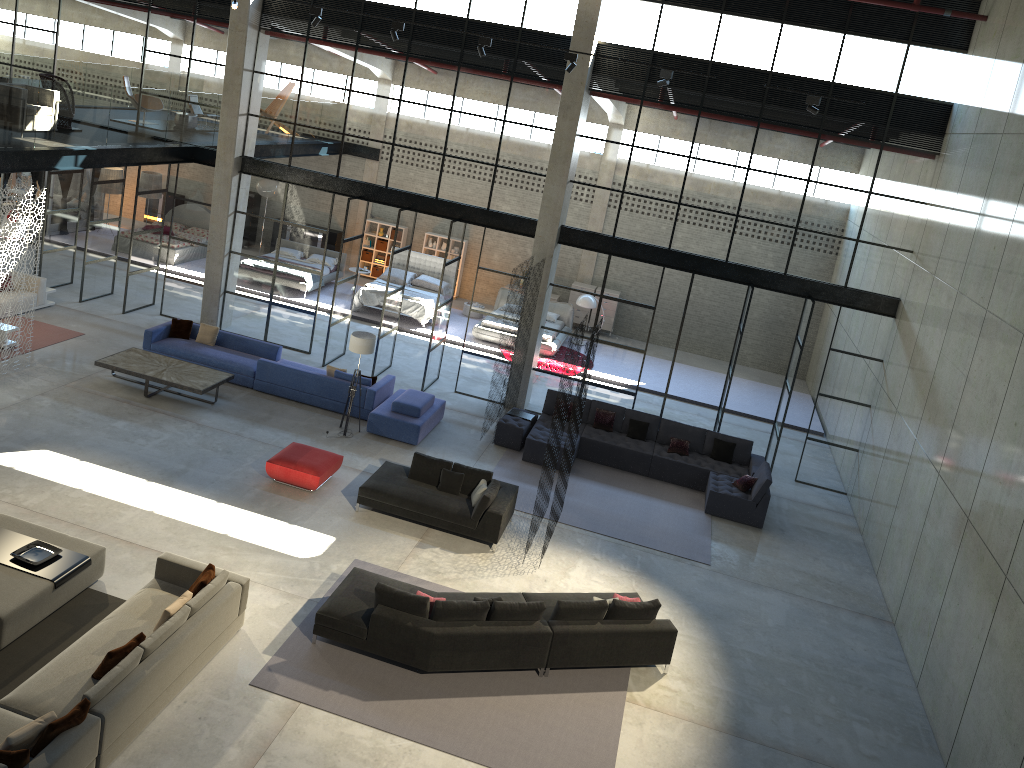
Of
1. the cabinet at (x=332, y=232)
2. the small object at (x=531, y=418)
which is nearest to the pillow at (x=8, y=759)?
the small object at (x=531, y=418)

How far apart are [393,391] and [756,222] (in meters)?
7.66

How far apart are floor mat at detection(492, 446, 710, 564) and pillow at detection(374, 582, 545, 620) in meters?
3.7 m

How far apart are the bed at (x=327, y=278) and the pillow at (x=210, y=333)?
6.64m

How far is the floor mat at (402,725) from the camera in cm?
899

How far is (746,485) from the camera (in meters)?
14.94

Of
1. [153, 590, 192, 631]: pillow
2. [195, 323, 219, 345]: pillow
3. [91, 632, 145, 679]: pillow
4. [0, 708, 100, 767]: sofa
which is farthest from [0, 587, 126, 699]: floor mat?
[195, 323, 219, 345]: pillow

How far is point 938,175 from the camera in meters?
14.8 m

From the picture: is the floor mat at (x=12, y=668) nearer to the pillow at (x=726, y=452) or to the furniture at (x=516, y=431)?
the furniture at (x=516, y=431)

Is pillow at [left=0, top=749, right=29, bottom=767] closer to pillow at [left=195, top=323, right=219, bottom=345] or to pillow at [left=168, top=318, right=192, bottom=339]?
pillow at [left=195, top=323, right=219, bottom=345]
